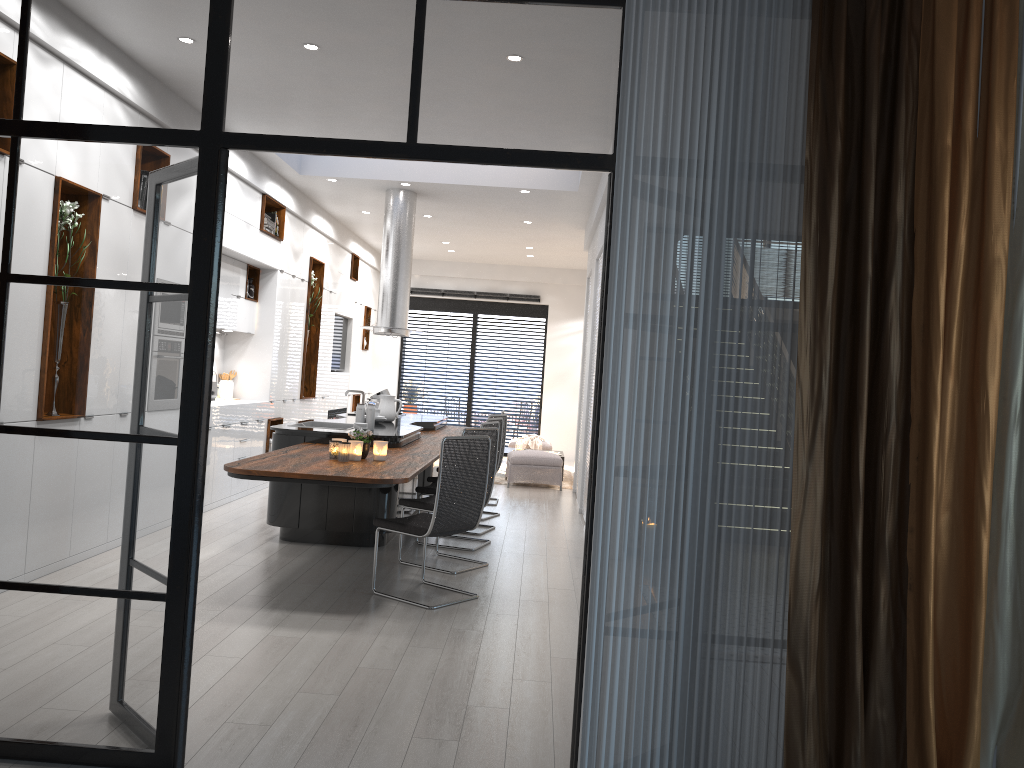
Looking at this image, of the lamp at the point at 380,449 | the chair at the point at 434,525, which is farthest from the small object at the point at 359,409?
the chair at the point at 434,525

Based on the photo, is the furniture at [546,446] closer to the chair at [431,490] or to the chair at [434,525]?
the chair at [431,490]

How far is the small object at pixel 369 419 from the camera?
7.2 meters

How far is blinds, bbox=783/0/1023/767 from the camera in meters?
2.5 m

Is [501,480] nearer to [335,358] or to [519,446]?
[519,446]

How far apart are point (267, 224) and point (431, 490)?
3.66m

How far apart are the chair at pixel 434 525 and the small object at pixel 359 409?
1.6 meters

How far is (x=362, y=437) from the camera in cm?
576

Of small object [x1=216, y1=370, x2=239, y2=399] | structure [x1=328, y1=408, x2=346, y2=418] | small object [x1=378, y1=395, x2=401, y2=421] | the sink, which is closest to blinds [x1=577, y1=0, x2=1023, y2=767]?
the sink

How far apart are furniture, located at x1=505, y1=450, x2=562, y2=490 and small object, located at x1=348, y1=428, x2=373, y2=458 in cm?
547
